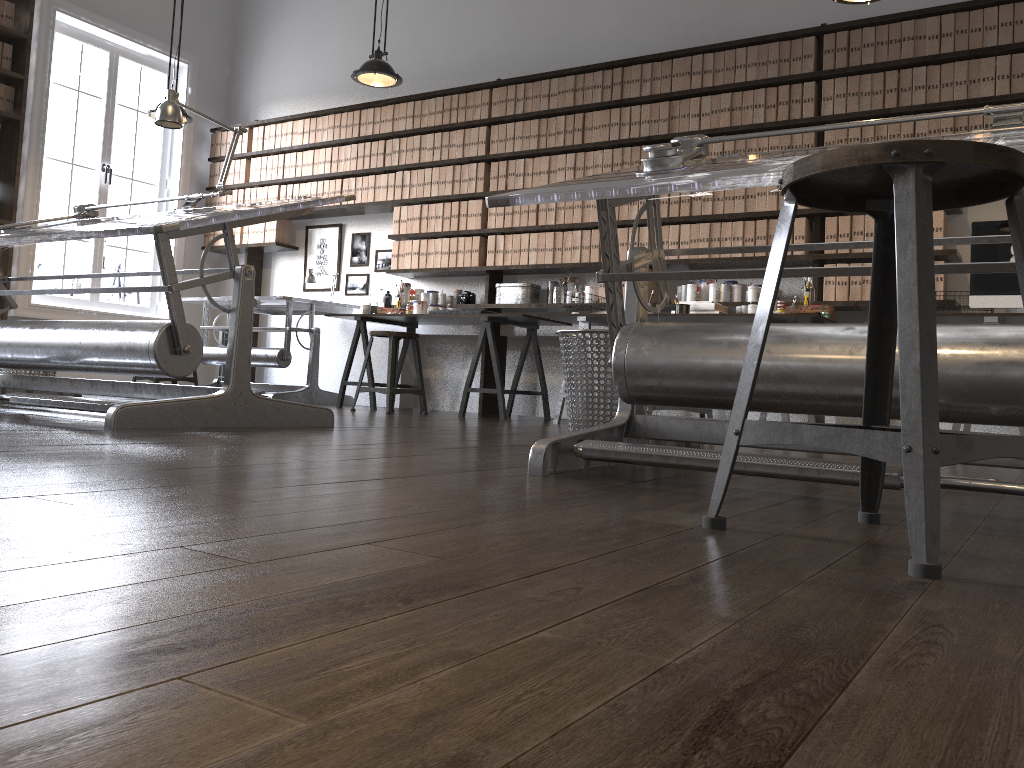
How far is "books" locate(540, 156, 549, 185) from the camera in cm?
613

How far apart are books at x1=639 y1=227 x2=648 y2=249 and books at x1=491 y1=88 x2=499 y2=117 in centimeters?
151cm

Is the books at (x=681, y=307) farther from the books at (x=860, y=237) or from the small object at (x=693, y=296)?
the books at (x=860, y=237)

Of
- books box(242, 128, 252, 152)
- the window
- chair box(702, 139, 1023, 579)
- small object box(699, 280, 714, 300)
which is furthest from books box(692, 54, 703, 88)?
the window

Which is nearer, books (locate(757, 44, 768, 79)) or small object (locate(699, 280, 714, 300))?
books (locate(757, 44, 768, 79))

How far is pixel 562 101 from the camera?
6.1m

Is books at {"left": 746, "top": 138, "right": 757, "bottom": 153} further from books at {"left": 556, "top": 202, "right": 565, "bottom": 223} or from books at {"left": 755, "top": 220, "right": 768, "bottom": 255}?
books at {"left": 556, "top": 202, "right": 565, "bottom": 223}

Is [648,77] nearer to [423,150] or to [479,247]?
[479,247]

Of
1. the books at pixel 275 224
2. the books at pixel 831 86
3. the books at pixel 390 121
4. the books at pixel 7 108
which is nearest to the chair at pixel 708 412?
the books at pixel 831 86

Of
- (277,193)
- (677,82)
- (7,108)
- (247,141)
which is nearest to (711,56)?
(677,82)
